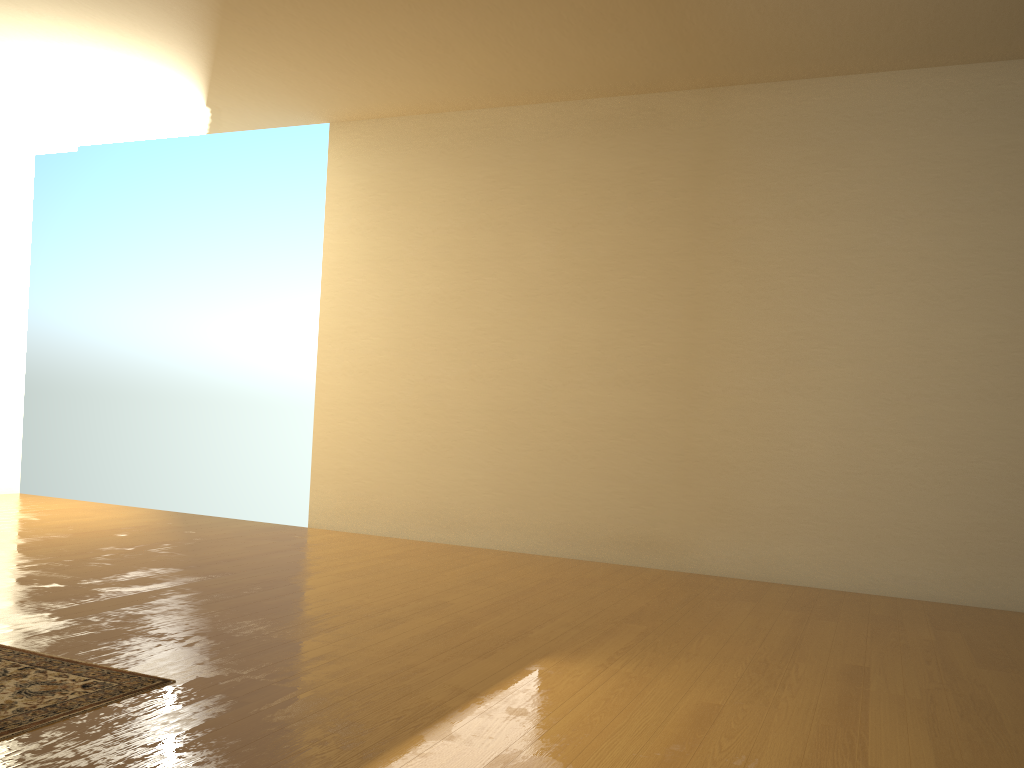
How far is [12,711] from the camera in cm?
216

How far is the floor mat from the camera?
2.2 meters

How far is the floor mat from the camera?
2.16m
